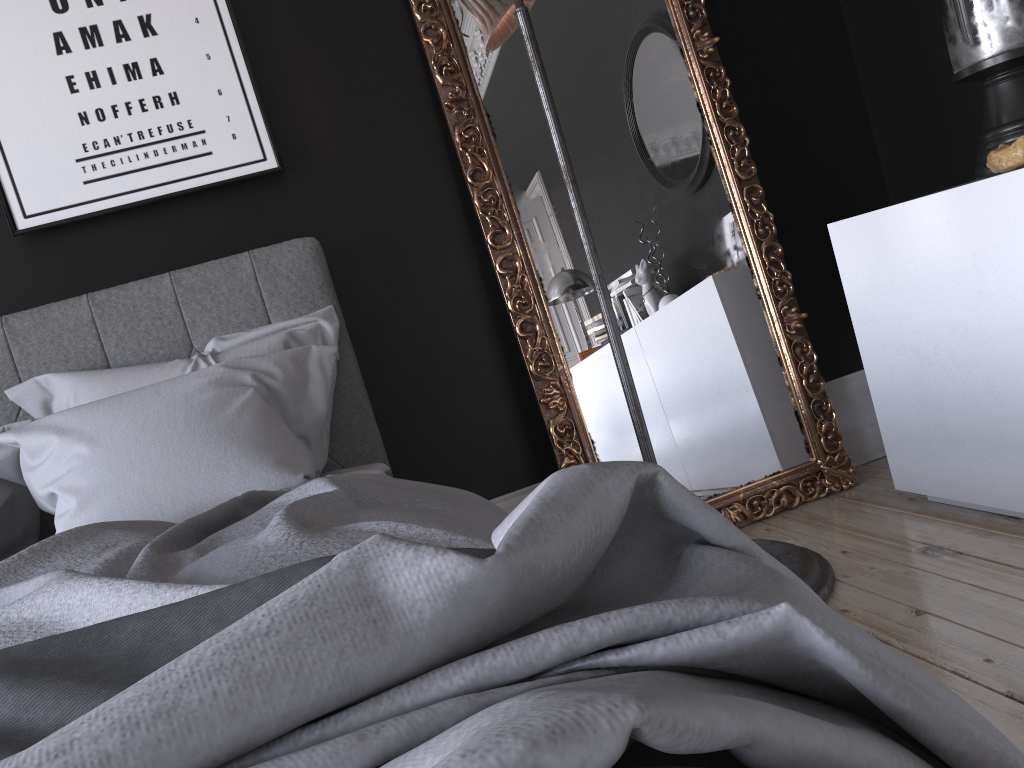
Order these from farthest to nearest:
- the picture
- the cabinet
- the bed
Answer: the picture → the cabinet → the bed

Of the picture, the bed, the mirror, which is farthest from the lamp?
the picture

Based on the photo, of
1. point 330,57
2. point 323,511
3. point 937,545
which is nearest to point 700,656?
point 323,511

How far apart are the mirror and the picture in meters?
0.5

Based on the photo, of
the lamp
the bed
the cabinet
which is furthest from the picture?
the cabinet

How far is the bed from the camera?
0.5 meters

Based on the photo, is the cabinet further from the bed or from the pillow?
the pillow

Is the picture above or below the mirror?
above

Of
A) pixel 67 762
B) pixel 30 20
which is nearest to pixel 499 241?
pixel 30 20

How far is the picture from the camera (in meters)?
2.55
